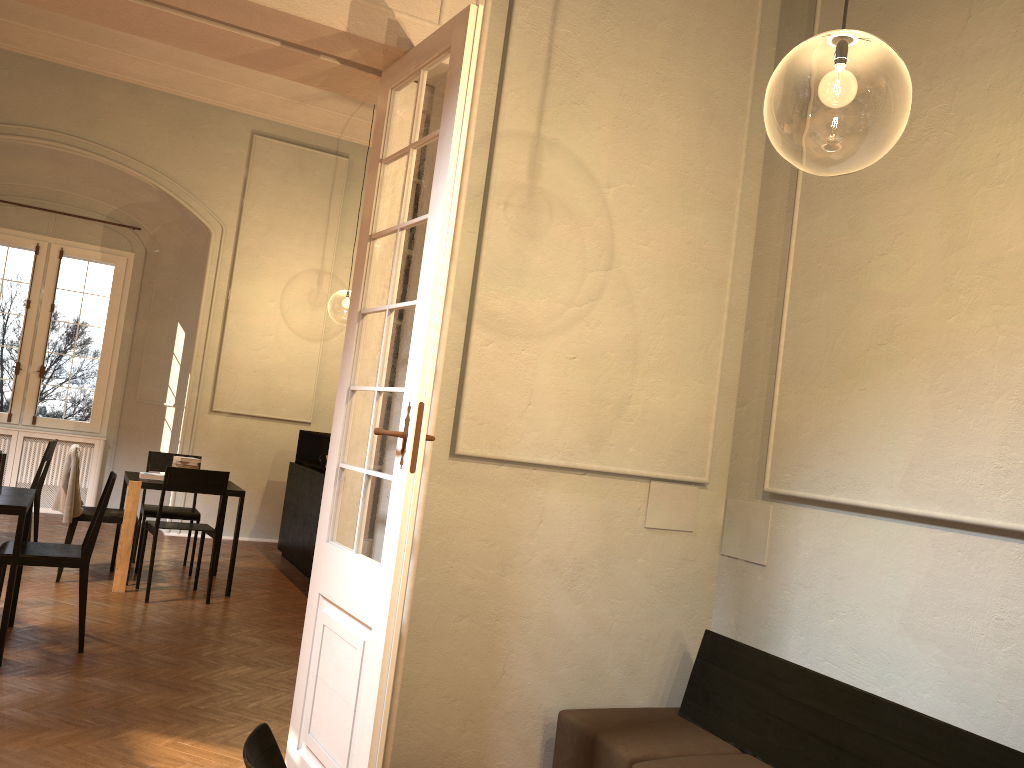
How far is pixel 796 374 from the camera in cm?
441

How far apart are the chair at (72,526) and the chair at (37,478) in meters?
0.9

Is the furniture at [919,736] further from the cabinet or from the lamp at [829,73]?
the cabinet

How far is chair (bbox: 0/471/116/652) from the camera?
5.28m

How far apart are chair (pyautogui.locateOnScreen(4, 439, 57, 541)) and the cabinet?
2.4m

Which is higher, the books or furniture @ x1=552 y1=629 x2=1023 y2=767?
the books

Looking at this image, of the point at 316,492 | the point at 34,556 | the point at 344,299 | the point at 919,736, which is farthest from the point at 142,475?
the point at 344,299

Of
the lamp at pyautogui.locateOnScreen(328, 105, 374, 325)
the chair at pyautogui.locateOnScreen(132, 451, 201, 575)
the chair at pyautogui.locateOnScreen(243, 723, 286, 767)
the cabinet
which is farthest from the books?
the lamp at pyautogui.locateOnScreen(328, 105, 374, 325)

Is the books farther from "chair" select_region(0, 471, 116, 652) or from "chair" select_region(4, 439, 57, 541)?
"chair" select_region(0, 471, 116, 652)

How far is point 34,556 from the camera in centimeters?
528cm
